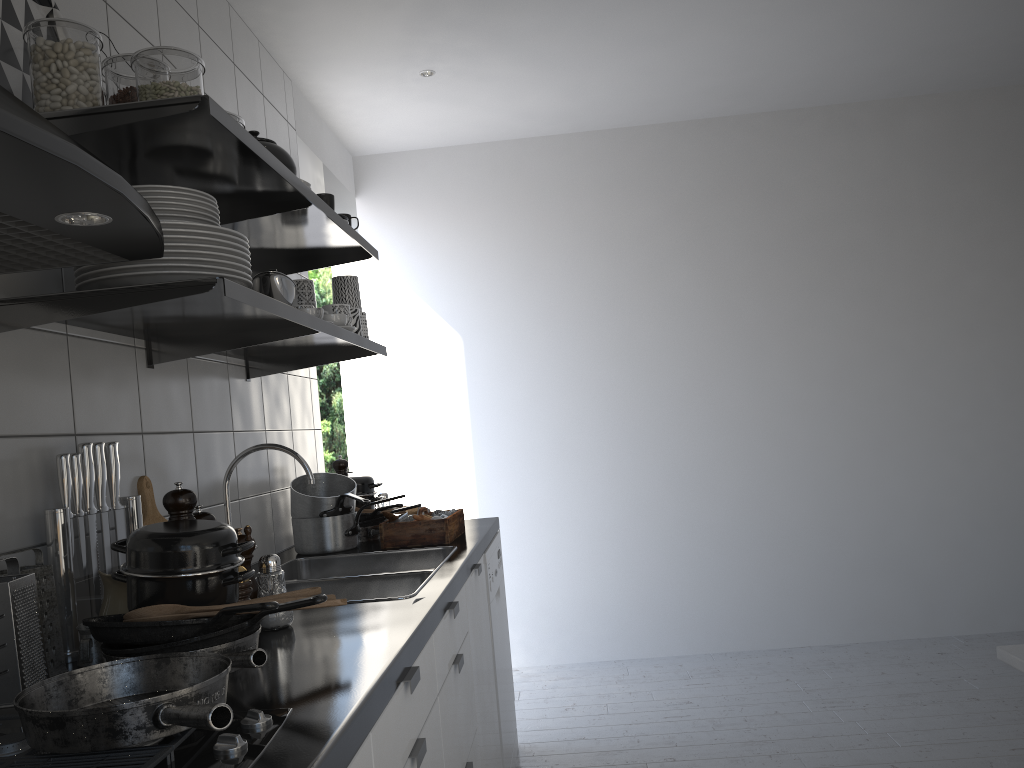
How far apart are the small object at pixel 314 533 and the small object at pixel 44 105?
1.4 meters

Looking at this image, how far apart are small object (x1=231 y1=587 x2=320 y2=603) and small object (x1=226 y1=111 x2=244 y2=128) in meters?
0.9 m

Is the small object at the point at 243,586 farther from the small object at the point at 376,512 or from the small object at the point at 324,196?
the small object at the point at 376,512

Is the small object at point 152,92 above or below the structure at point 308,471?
above

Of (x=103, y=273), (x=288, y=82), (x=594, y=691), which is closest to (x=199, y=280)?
(x=103, y=273)

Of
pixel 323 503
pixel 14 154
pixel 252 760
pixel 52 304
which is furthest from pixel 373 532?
pixel 14 154

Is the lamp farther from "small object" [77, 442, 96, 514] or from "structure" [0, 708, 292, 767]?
"structure" [0, 708, 292, 767]

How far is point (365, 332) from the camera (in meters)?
2.56

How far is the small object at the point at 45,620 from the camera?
1.4 meters

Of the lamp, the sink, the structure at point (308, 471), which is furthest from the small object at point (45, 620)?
the lamp
